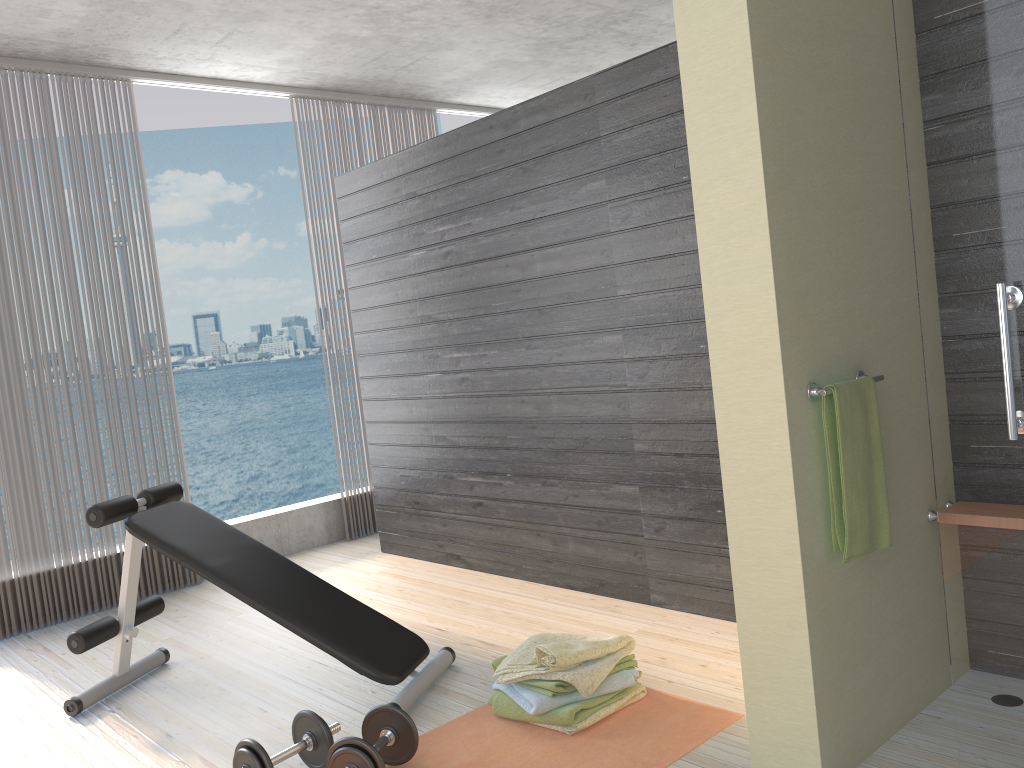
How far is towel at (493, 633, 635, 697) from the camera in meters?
2.6 m

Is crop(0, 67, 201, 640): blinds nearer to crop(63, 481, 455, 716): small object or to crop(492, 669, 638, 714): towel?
crop(63, 481, 455, 716): small object

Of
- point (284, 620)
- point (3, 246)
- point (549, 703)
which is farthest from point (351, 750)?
point (3, 246)

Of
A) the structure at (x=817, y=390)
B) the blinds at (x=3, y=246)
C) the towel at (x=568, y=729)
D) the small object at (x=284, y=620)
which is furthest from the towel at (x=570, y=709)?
the blinds at (x=3, y=246)

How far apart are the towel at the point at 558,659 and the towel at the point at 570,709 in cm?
3

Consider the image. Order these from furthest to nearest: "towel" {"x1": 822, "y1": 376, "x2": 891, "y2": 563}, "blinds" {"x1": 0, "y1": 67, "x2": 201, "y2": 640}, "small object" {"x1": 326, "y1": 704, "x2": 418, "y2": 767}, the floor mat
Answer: "blinds" {"x1": 0, "y1": 67, "x2": 201, "y2": 640} → the floor mat → "small object" {"x1": 326, "y1": 704, "x2": 418, "y2": 767} → "towel" {"x1": 822, "y1": 376, "x2": 891, "y2": 563}

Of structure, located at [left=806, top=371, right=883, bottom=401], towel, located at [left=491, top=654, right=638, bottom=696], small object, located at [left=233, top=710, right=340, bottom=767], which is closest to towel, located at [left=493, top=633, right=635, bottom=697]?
towel, located at [left=491, top=654, right=638, bottom=696]

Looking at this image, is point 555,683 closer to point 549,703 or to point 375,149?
point 549,703

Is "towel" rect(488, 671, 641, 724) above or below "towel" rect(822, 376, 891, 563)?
below

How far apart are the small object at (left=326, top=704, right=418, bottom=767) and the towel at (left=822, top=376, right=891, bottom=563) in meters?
1.2
